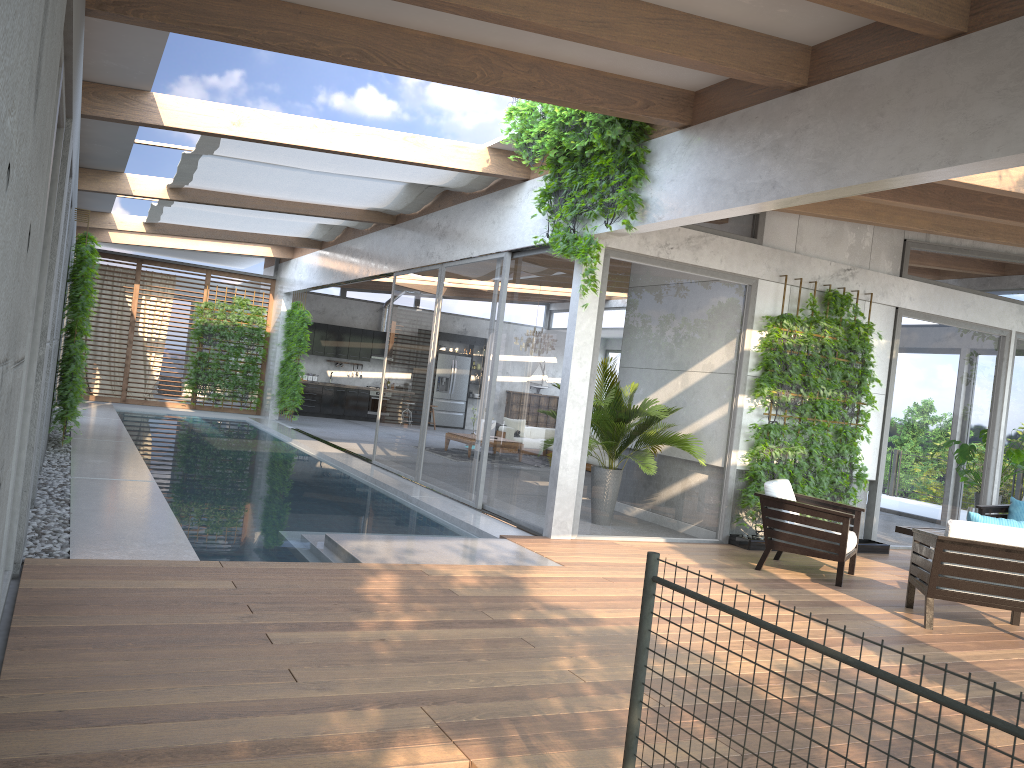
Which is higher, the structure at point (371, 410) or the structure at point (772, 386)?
the structure at point (772, 386)

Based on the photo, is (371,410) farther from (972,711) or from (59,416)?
(972,711)

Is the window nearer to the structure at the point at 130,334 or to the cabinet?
the structure at the point at 130,334

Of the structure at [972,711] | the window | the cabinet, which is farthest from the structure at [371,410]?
the structure at [972,711]

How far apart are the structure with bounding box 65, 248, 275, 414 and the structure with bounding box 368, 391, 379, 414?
3.7m

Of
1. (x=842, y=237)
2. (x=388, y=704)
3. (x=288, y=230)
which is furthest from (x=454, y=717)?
(x=288, y=230)

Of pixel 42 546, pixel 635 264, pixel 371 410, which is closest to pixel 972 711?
pixel 42 546

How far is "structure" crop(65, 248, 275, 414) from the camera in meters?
18.7 m

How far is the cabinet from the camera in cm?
2163

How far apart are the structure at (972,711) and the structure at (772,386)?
6.49m
